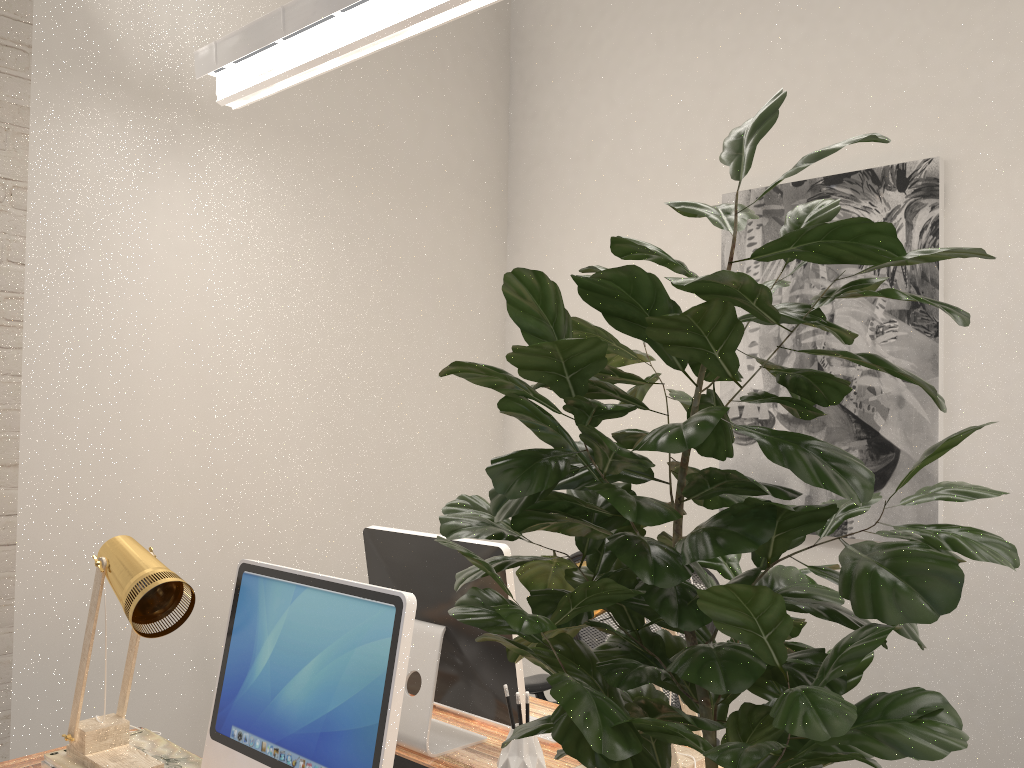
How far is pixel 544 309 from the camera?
0.8m

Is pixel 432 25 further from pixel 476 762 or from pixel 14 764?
pixel 14 764

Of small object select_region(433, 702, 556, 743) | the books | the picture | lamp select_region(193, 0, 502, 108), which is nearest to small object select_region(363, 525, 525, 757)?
small object select_region(433, 702, 556, 743)

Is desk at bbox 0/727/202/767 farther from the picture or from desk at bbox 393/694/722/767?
→ the picture

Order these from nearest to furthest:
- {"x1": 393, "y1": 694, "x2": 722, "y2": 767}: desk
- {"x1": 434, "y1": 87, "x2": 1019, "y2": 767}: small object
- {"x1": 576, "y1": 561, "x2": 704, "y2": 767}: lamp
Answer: {"x1": 434, "y1": 87, "x2": 1019, "y2": 767}: small object
{"x1": 576, "y1": 561, "x2": 704, "y2": 767}: lamp
{"x1": 393, "y1": 694, "x2": 722, "y2": 767}: desk

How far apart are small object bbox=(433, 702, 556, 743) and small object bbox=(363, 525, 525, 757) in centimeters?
13cm

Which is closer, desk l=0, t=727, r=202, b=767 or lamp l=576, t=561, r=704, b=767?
lamp l=576, t=561, r=704, b=767

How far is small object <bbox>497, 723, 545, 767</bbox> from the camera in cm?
177

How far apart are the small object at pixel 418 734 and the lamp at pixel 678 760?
0.20m

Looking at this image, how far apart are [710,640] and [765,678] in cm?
6
